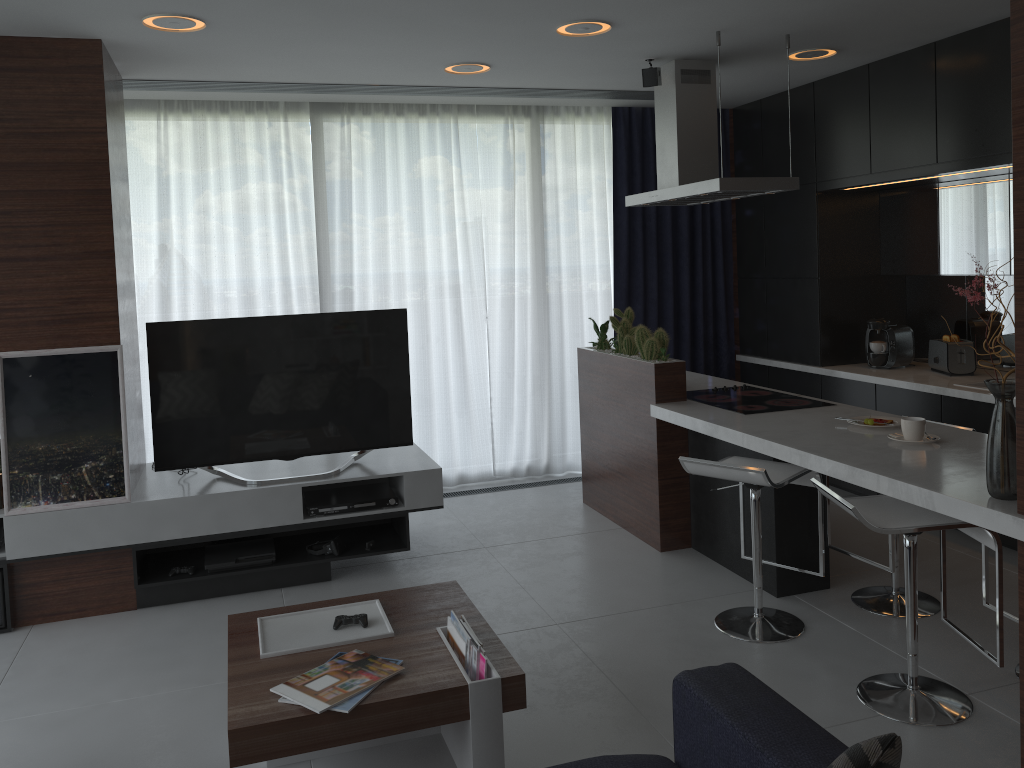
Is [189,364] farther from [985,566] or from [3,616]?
[985,566]

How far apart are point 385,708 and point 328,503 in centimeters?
195cm

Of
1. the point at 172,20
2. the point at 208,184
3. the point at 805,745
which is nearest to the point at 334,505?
the point at 172,20

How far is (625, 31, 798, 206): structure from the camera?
4.2m

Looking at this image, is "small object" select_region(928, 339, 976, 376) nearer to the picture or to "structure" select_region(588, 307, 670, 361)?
"structure" select_region(588, 307, 670, 361)

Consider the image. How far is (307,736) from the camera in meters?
2.4

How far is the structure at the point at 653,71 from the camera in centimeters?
459cm

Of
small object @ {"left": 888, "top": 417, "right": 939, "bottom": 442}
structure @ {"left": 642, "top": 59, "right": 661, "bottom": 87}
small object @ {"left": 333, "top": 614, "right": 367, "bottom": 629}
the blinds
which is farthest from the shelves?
structure @ {"left": 642, "top": 59, "right": 661, "bottom": 87}

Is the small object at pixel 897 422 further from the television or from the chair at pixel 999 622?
the television

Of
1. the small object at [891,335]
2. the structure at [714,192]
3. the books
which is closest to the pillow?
the books
